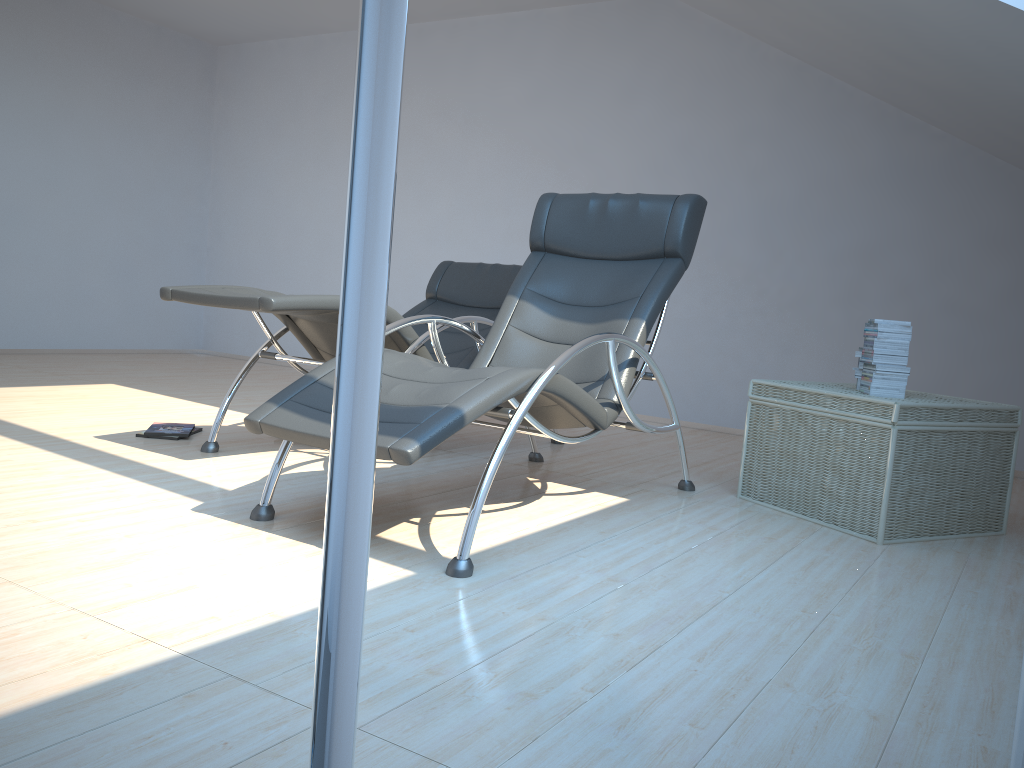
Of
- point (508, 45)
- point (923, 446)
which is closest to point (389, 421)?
point (923, 446)

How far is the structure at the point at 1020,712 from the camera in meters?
1.4

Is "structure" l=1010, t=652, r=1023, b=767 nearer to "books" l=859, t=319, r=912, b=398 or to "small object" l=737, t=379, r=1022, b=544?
"small object" l=737, t=379, r=1022, b=544

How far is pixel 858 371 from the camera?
3.6 meters

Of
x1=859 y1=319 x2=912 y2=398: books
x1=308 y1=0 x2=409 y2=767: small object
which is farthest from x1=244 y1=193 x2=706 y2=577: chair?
x1=308 y1=0 x2=409 y2=767: small object

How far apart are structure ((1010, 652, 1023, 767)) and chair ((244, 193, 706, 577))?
1.3 meters

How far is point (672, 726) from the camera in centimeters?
161cm

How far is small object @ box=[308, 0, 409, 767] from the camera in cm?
18

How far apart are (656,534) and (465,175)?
4.6 meters

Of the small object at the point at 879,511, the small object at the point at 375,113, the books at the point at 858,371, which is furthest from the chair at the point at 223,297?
the small object at the point at 375,113
